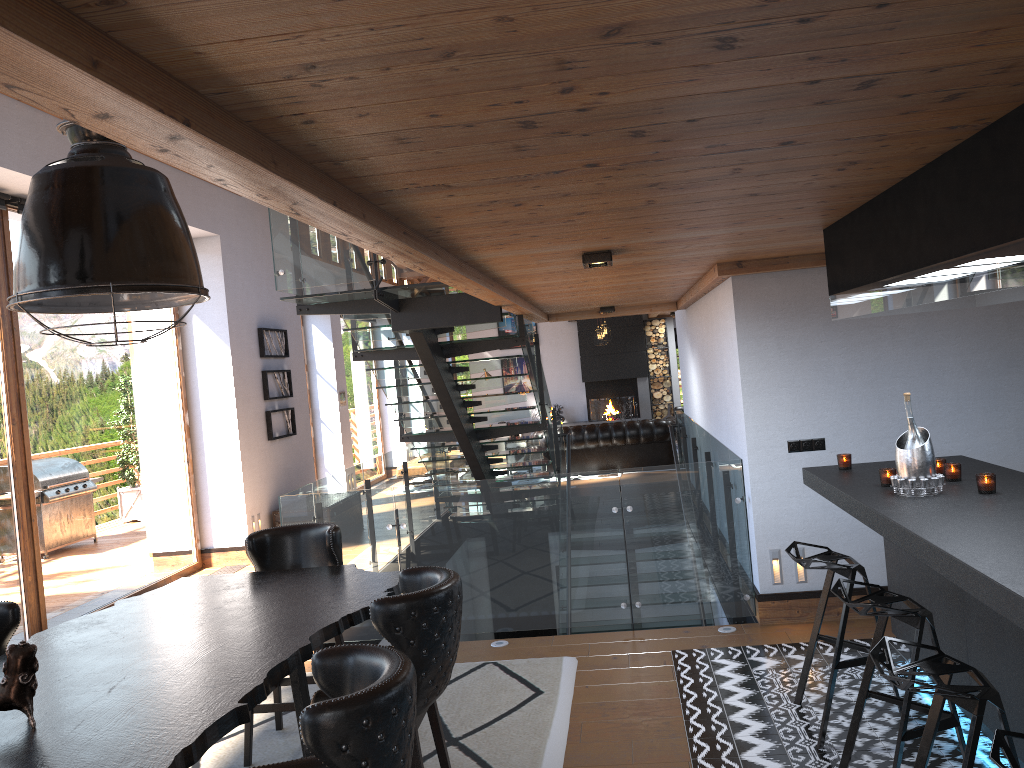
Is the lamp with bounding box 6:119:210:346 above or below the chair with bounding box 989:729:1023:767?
above

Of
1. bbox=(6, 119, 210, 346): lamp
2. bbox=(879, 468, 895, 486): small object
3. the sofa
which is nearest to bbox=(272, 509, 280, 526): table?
the sofa

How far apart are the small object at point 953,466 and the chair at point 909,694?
0.9m

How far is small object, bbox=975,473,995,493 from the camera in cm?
375

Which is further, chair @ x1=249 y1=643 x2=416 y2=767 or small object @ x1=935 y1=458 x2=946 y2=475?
small object @ x1=935 y1=458 x2=946 y2=475

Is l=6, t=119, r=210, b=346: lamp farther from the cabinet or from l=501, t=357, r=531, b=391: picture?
l=501, t=357, r=531, b=391: picture

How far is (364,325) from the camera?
8.5 meters

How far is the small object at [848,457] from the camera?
4.8m

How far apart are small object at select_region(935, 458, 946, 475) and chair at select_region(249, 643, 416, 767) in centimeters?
308cm

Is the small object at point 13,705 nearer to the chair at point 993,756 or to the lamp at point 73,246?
the lamp at point 73,246
